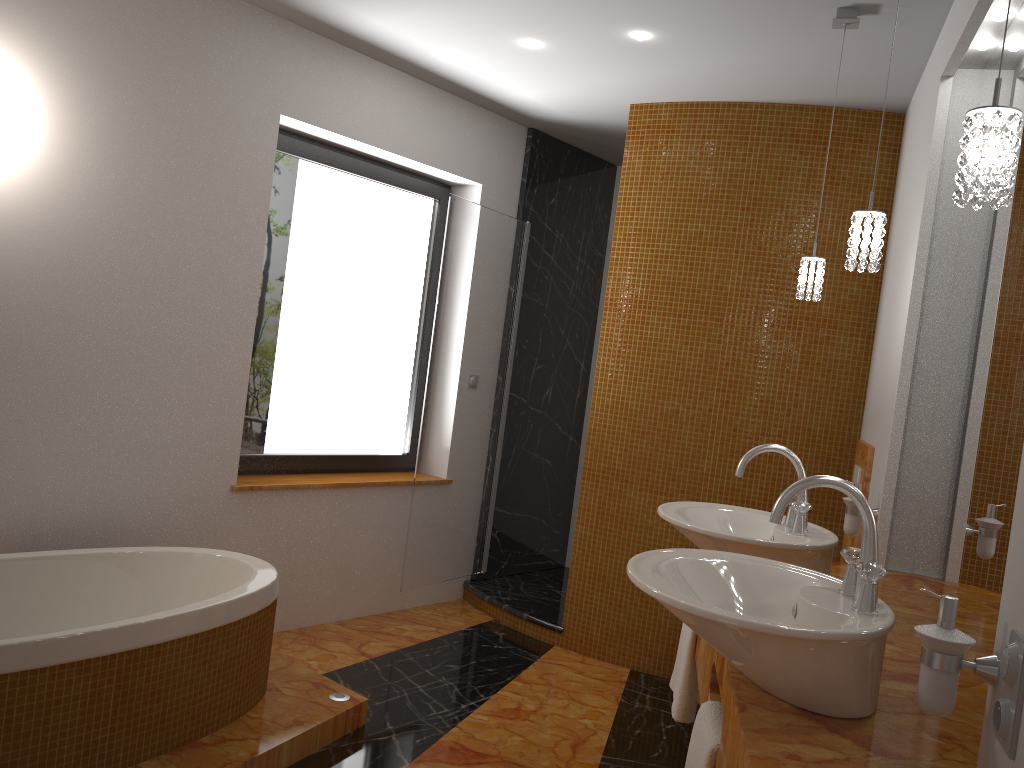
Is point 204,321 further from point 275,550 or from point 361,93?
point 361,93

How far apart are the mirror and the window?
2.5m

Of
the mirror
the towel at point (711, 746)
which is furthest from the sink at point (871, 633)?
the mirror

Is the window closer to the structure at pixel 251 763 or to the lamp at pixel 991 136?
the structure at pixel 251 763

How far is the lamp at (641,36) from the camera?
3.2m

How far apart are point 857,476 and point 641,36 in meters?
1.8 m

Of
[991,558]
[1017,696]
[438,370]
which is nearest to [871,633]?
[1017,696]

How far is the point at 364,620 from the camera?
4.1 meters

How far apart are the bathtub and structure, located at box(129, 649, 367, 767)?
0.0 meters

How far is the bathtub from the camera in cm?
214
